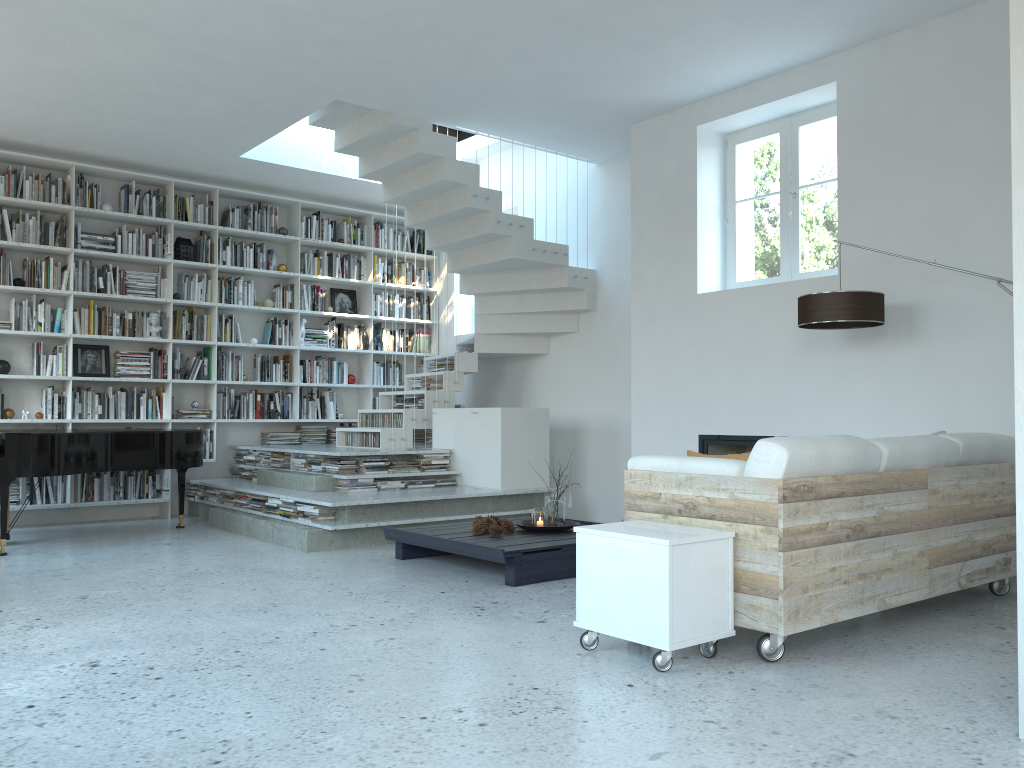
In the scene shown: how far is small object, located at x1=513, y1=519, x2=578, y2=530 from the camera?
5.8m

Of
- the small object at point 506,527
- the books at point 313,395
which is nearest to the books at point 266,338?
the books at point 313,395

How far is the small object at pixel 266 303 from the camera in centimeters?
889cm

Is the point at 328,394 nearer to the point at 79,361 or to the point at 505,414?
the point at 79,361

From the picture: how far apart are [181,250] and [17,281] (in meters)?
1.40

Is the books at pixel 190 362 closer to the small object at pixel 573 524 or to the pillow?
the small object at pixel 573 524

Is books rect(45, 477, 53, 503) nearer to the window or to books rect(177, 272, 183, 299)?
books rect(177, 272, 183, 299)

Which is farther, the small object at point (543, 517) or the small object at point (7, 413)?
the small object at point (7, 413)

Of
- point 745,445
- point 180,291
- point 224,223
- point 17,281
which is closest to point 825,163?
point 745,445

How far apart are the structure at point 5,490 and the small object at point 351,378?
2.36m
